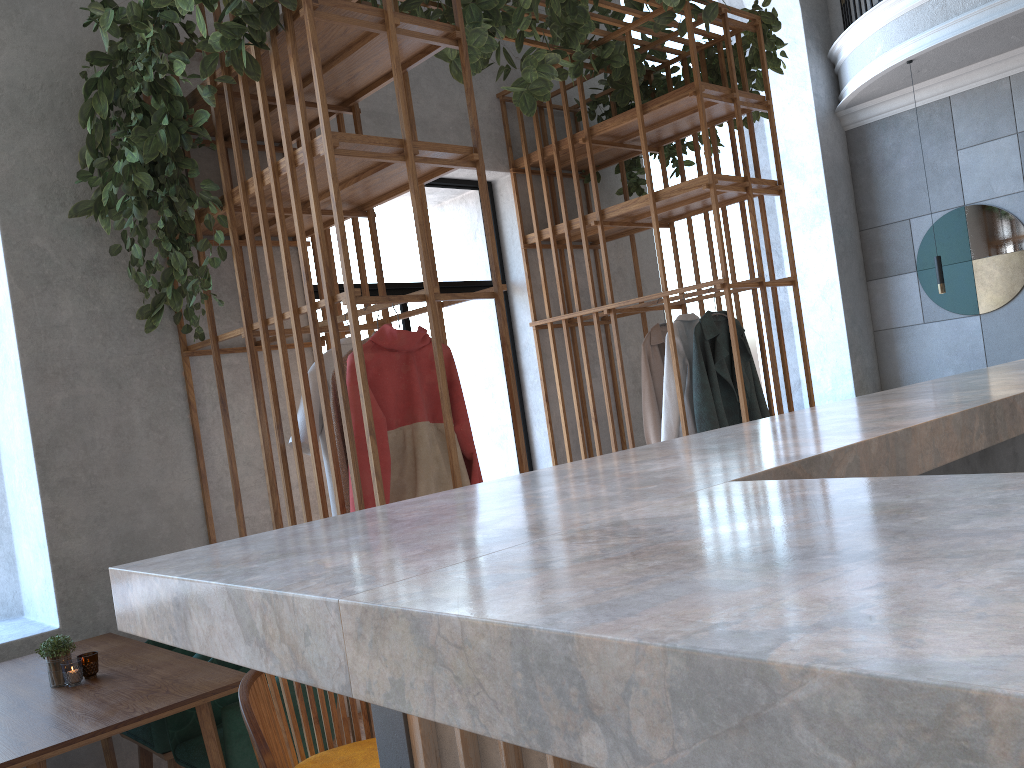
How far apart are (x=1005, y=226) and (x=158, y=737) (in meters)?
7.08

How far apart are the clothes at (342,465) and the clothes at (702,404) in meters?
2.0

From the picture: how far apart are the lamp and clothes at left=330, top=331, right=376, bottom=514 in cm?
536

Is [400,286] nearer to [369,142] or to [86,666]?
[369,142]

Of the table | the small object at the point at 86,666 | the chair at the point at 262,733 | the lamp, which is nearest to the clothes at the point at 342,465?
the table

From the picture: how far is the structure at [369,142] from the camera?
2.90m

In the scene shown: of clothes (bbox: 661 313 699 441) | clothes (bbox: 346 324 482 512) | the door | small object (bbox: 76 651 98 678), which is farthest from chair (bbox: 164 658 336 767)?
clothes (bbox: 661 313 699 441)

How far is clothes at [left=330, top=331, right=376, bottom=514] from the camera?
3.1m

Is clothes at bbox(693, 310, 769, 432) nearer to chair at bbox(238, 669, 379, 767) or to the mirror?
chair at bbox(238, 669, 379, 767)

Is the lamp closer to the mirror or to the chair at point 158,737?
the mirror
